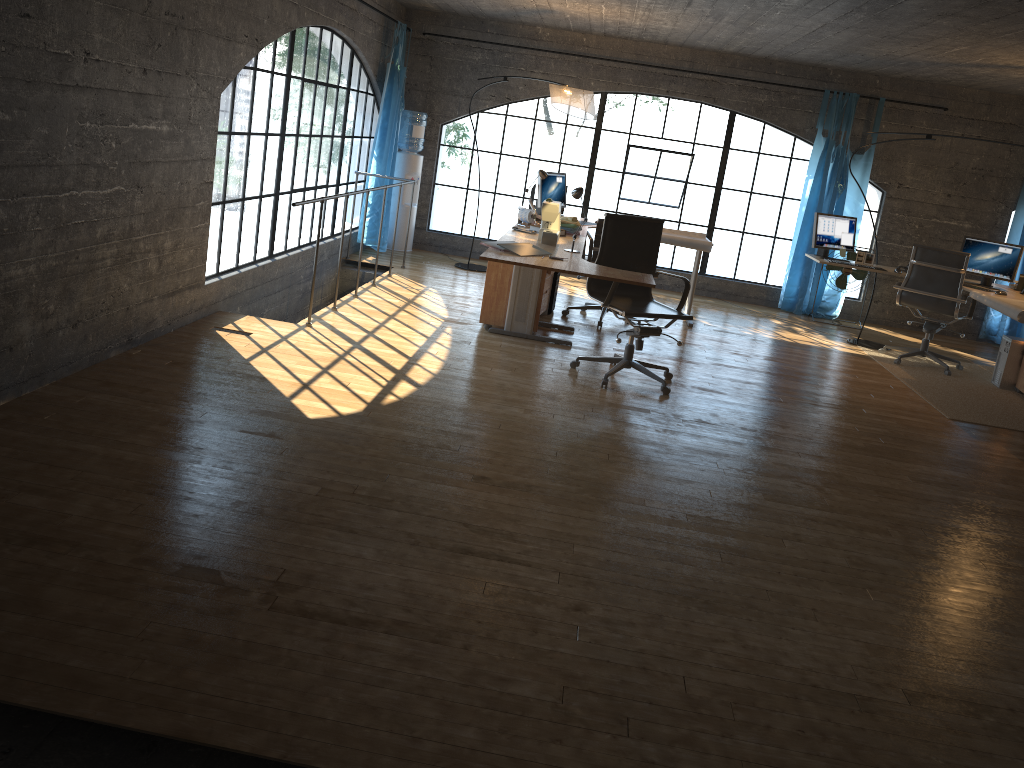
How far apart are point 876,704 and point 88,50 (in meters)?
3.91

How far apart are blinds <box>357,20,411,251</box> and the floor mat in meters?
4.7

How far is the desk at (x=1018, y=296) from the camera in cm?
701

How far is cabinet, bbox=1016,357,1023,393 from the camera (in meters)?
6.86

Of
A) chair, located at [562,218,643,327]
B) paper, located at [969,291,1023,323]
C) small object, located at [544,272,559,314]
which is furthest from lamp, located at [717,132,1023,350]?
small object, located at [544,272,559,314]

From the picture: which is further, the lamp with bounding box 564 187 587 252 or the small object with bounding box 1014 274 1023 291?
the small object with bounding box 1014 274 1023 291

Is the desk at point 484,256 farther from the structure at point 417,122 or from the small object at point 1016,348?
the structure at point 417,122

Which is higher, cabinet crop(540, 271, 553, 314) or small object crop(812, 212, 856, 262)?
small object crop(812, 212, 856, 262)

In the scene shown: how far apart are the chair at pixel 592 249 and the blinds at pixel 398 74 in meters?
2.4

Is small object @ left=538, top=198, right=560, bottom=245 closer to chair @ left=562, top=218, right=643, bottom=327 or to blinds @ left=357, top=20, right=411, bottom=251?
chair @ left=562, top=218, right=643, bottom=327
